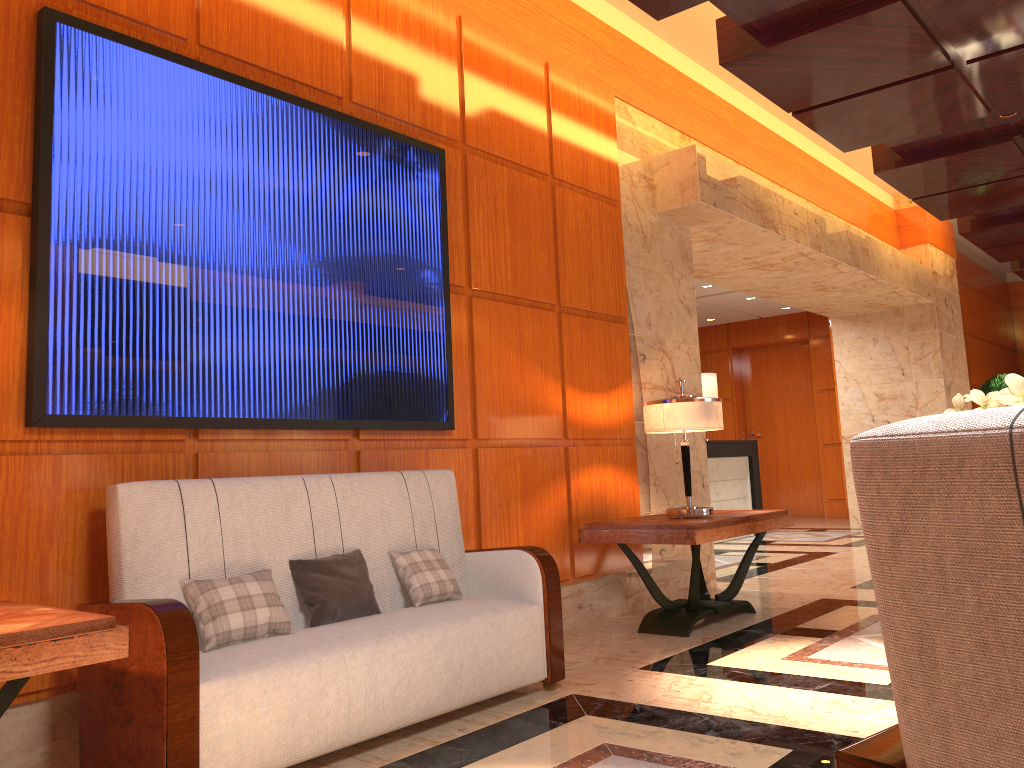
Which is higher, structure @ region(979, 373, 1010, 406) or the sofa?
structure @ region(979, 373, 1010, 406)

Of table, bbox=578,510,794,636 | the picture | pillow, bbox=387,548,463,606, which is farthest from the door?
pillow, bbox=387,548,463,606

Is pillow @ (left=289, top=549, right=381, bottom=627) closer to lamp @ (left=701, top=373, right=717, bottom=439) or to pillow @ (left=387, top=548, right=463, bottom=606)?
pillow @ (left=387, top=548, right=463, bottom=606)

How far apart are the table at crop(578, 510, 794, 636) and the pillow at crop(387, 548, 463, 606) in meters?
1.4 m

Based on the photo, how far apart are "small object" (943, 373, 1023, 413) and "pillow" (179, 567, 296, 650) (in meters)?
2.19

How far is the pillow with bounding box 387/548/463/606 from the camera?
3.6 meters

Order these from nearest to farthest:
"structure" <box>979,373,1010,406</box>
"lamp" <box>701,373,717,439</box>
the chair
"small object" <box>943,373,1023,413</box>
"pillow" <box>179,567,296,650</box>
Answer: the chair < "small object" <box>943,373,1023,413</box> < "pillow" <box>179,567,296,650</box> < "lamp" <box>701,373,717,439</box> < "structure" <box>979,373,1010,406</box>

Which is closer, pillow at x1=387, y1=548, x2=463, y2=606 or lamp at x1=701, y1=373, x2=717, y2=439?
pillow at x1=387, y1=548, x2=463, y2=606

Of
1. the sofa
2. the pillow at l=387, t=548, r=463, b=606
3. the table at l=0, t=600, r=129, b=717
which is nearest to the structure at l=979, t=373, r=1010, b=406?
the sofa

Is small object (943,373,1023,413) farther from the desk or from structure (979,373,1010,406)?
structure (979,373,1010,406)
